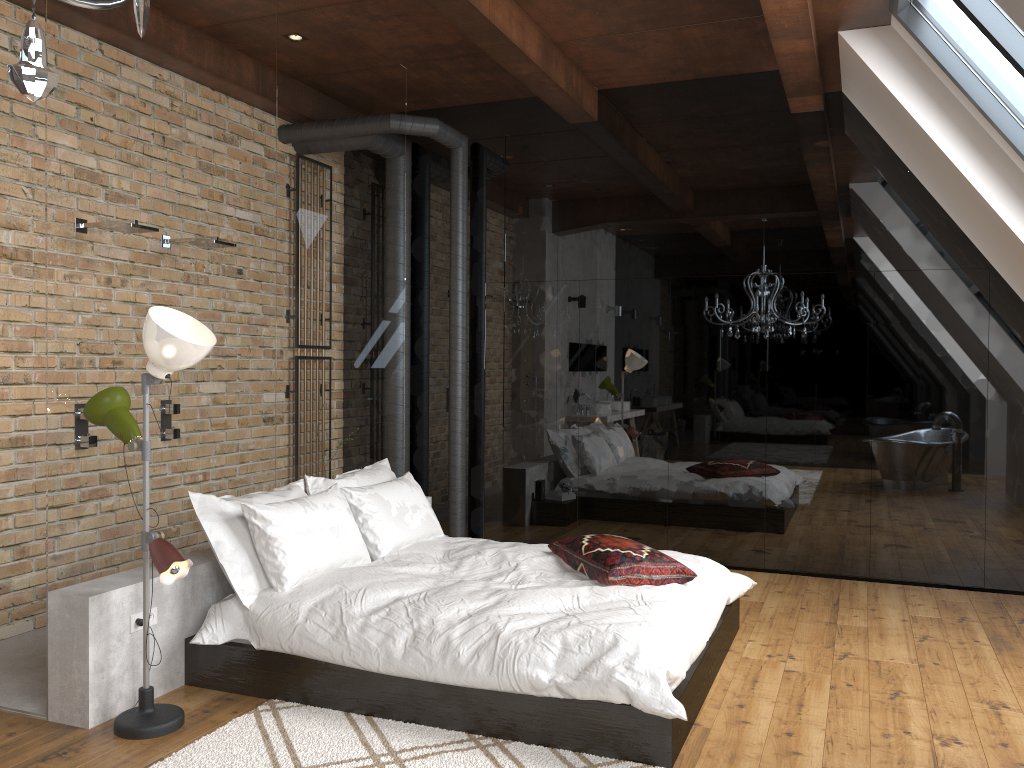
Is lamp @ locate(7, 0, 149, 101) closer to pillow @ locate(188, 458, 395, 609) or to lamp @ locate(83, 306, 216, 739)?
lamp @ locate(83, 306, 216, 739)

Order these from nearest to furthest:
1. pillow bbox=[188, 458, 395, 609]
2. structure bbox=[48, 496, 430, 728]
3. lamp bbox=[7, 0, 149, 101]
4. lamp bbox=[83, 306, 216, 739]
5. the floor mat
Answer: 1. lamp bbox=[7, 0, 149, 101]
2. the floor mat
3. lamp bbox=[83, 306, 216, 739]
4. structure bbox=[48, 496, 430, 728]
5. pillow bbox=[188, 458, 395, 609]

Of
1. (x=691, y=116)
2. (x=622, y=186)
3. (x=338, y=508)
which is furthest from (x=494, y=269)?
(x=338, y=508)

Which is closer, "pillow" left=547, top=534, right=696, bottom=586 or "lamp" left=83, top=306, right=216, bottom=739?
"lamp" left=83, top=306, right=216, bottom=739

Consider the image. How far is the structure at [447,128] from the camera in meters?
6.3 m

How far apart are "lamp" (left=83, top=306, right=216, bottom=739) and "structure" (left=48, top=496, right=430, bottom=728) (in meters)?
0.10

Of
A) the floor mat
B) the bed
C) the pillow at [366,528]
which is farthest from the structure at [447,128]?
the floor mat

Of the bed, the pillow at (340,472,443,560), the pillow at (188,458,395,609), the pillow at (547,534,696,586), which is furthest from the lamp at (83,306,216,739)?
the pillow at (547,534,696,586)

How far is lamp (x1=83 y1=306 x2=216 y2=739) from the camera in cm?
319

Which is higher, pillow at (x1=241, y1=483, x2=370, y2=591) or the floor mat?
pillow at (x1=241, y1=483, x2=370, y2=591)
